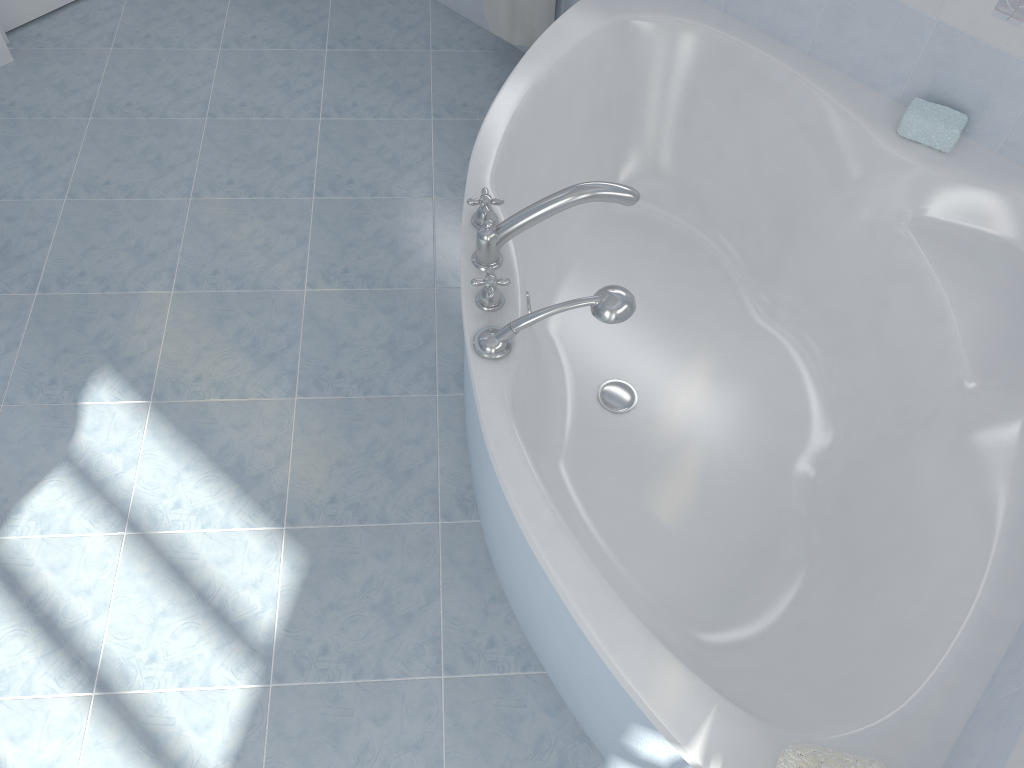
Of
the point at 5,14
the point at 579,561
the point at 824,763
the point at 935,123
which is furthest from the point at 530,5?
the point at 824,763

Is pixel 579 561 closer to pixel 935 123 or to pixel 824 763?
pixel 824 763

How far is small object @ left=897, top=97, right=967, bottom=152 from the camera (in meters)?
1.99

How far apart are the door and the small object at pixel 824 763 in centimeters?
298cm

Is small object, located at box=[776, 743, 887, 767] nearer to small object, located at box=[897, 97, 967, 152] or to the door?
small object, located at box=[897, 97, 967, 152]

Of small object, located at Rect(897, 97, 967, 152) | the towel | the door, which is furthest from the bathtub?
the door

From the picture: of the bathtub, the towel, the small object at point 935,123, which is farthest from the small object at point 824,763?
the towel

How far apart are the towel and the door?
1.4m

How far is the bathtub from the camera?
1.42m

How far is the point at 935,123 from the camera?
1.99m
